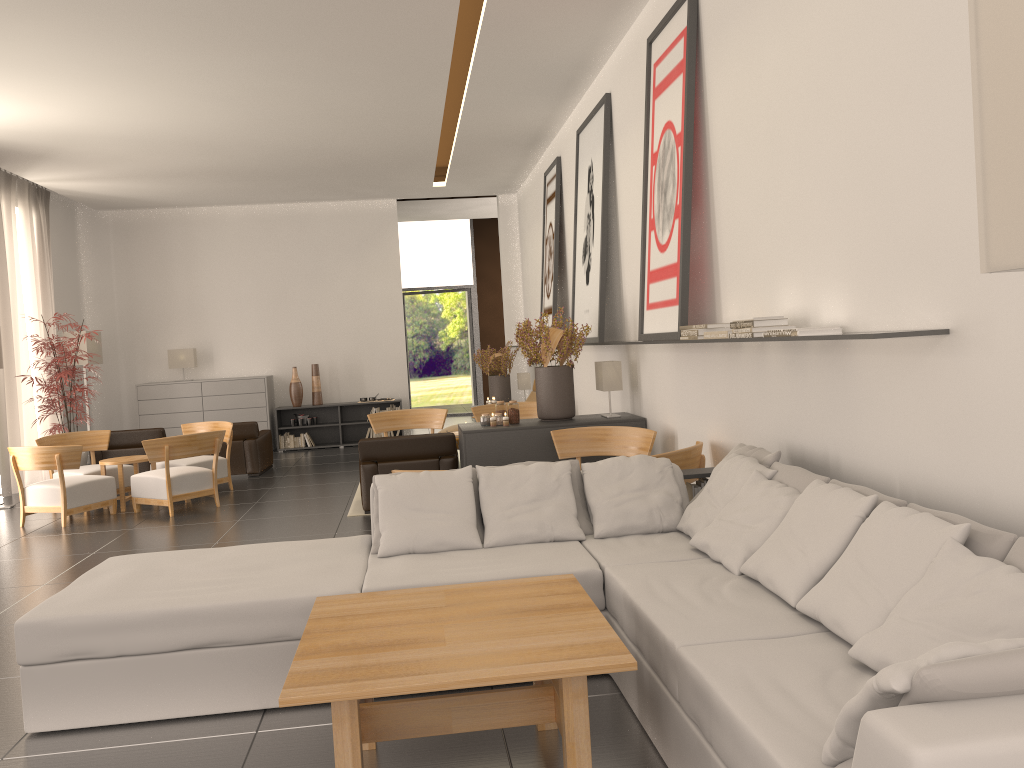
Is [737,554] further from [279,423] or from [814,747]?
[279,423]

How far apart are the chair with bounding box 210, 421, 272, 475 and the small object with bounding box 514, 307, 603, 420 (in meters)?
7.19

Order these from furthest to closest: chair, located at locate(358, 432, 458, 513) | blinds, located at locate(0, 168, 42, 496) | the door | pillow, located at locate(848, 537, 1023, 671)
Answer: the door, blinds, located at locate(0, 168, 42, 496), chair, located at locate(358, 432, 458, 513), pillow, located at locate(848, 537, 1023, 671)

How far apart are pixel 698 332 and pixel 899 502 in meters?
3.4

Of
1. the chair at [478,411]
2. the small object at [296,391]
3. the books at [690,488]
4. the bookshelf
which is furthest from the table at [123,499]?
the books at [690,488]

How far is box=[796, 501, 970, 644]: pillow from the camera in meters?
4.2

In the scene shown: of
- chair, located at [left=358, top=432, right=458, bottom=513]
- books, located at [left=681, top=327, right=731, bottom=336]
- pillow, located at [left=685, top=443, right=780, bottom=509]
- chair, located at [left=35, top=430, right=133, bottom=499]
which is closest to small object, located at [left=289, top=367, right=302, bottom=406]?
chair, located at [left=35, top=430, right=133, bottom=499]

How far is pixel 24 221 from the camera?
18.3m

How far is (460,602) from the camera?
5.16m

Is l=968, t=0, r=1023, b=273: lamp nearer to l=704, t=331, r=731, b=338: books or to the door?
l=704, t=331, r=731, b=338: books
